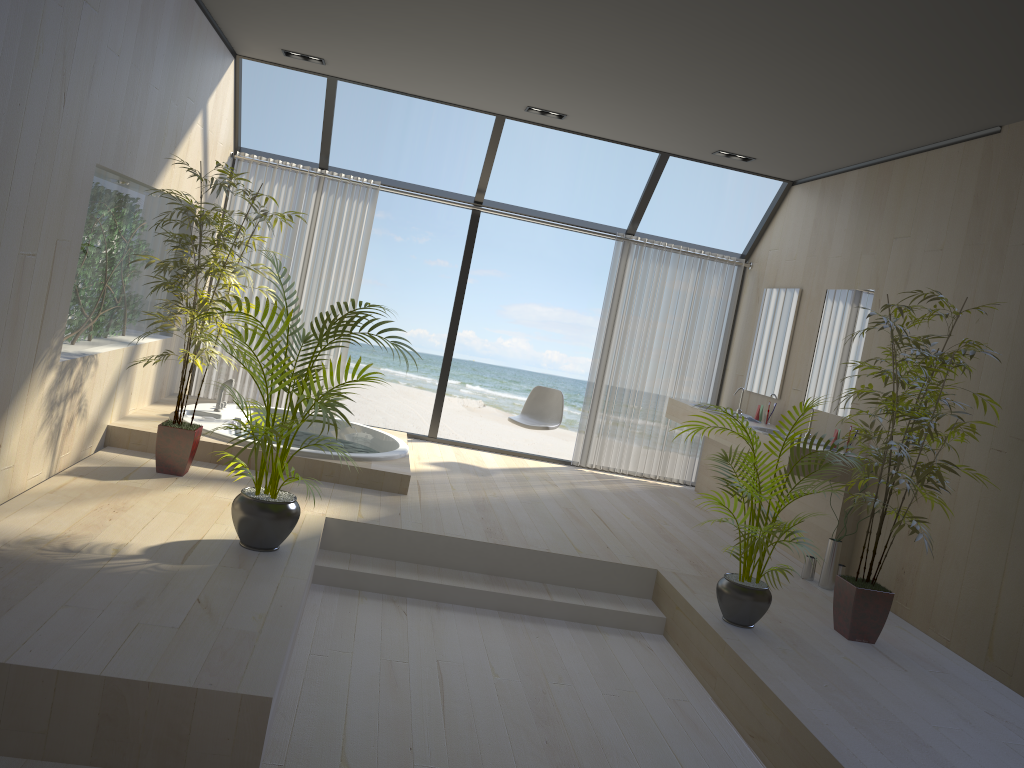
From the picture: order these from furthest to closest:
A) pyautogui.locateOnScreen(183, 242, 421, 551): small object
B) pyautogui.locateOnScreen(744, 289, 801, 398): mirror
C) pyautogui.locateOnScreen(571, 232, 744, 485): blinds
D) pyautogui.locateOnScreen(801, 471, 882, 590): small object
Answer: pyautogui.locateOnScreen(571, 232, 744, 485): blinds → pyautogui.locateOnScreen(744, 289, 801, 398): mirror → pyautogui.locateOnScreen(801, 471, 882, 590): small object → pyautogui.locateOnScreen(183, 242, 421, 551): small object

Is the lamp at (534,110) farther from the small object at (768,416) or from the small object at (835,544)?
the small object at (835,544)

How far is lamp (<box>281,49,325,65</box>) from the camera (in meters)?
6.31

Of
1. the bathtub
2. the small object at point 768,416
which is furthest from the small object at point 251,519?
the small object at point 768,416

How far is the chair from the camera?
7.33m

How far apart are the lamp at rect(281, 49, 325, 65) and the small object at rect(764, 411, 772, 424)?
4.2 meters

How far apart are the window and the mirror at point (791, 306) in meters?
0.6

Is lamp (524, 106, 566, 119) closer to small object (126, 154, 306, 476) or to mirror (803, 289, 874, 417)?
mirror (803, 289, 874, 417)

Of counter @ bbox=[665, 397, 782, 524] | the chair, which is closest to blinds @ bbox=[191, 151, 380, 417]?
the chair

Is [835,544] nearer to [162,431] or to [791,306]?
[791,306]
